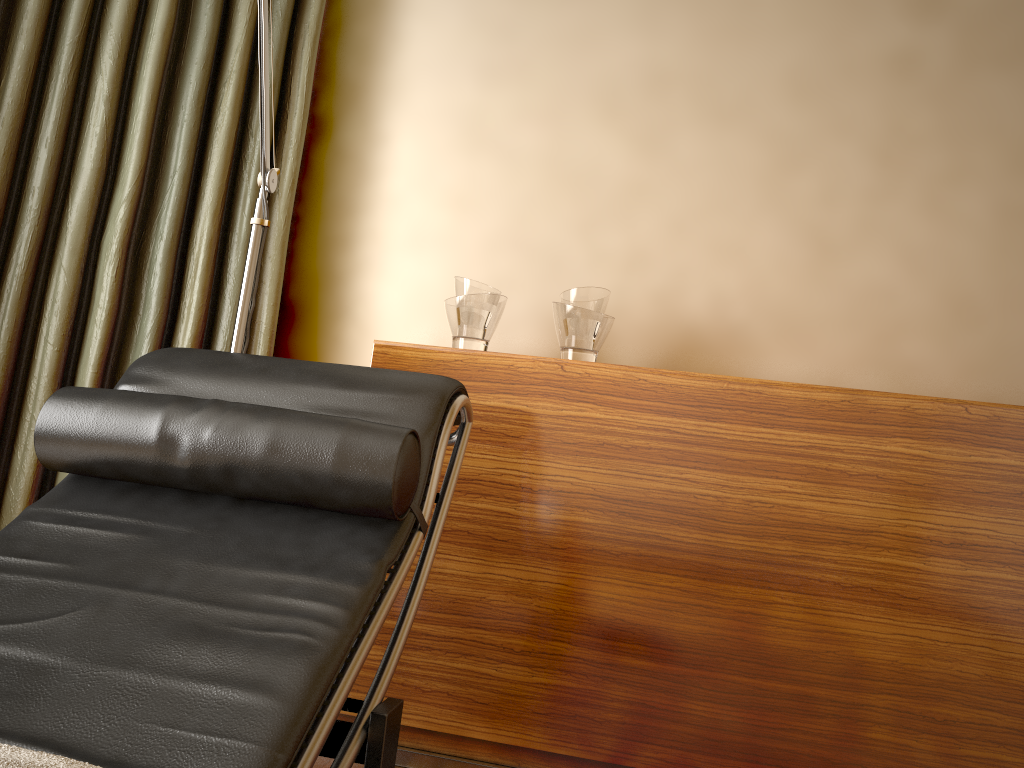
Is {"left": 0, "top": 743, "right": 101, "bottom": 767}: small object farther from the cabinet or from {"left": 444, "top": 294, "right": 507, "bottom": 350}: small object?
{"left": 444, "top": 294, "right": 507, "bottom": 350}: small object

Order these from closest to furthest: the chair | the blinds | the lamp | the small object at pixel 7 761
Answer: the small object at pixel 7 761
the chair
the lamp
the blinds

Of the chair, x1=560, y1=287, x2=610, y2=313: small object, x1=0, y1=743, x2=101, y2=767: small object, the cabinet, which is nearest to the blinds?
the cabinet

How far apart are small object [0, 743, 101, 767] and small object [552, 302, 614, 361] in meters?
1.5 m

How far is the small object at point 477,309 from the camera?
2.1 meters

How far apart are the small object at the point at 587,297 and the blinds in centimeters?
77cm

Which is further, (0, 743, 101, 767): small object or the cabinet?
the cabinet

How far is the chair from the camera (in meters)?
0.97

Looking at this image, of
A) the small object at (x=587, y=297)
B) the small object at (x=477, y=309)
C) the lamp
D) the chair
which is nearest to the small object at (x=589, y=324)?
the small object at (x=587, y=297)

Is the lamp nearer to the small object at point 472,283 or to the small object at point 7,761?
the small object at point 472,283
